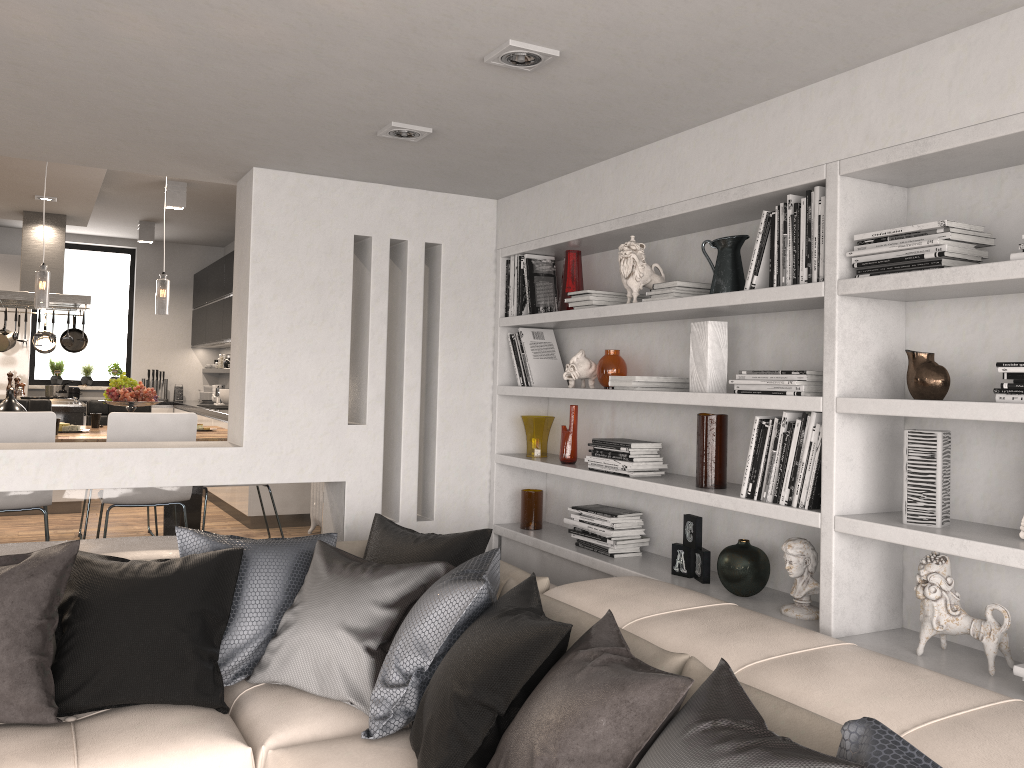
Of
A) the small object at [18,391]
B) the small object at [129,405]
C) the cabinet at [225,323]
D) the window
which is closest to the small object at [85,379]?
the window

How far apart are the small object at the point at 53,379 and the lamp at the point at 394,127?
8.5m

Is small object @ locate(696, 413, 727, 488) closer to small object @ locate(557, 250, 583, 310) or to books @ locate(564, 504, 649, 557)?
books @ locate(564, 504, 649, 557)

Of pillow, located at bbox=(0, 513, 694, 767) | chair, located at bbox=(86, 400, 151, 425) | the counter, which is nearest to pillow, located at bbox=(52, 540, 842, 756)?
pillow, located at bbox=(0, 513, 694, 767)

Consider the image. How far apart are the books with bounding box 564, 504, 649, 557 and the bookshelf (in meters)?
0.03

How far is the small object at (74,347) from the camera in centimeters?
853cm

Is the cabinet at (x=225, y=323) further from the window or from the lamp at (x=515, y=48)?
the lamp at (x=515, y=48)

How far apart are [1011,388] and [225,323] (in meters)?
8.09

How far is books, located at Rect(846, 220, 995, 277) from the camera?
2.31m

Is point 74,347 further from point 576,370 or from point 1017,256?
point 1017,256
